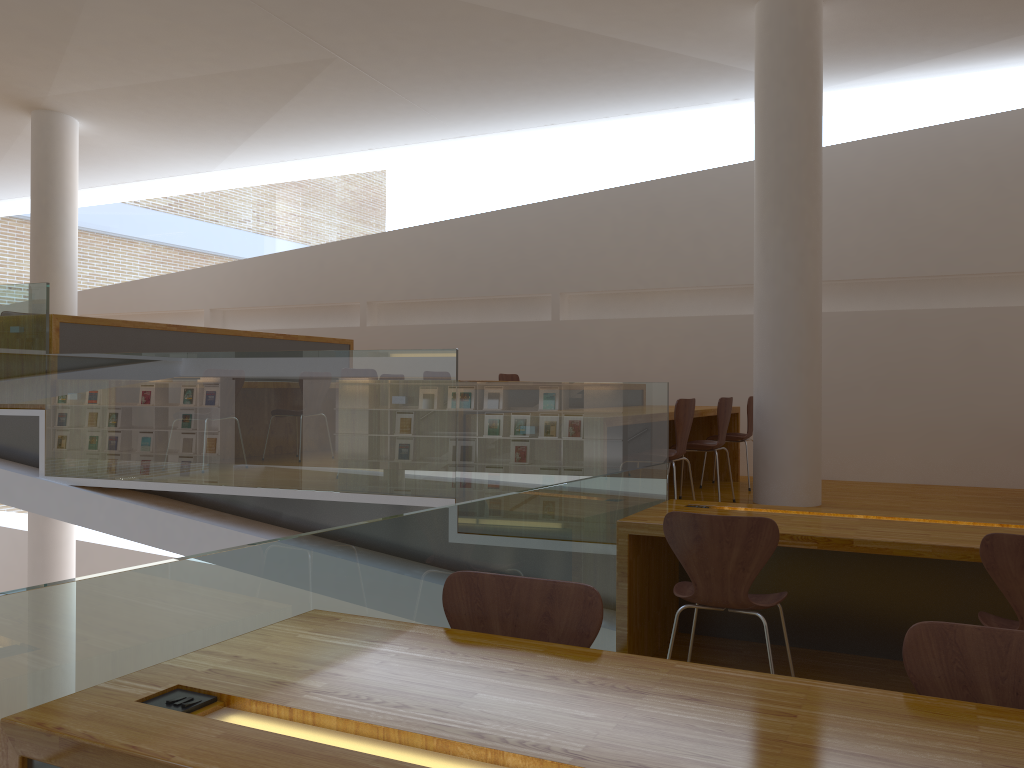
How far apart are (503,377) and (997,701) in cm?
602

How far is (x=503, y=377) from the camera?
7.5 meters

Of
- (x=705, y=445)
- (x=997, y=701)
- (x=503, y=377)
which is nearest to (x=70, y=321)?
(x=503, y=377)

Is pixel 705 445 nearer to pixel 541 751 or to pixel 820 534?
pixel 820 534

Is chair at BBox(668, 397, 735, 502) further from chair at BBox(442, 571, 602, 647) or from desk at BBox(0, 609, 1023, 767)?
desk at BBox(0, 609, 1023, 767)

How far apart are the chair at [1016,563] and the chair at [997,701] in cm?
119

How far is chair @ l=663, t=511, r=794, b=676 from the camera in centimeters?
293cm

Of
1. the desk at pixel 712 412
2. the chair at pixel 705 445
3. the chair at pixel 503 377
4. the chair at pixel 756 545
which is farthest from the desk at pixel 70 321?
the chair at pixel 756 545

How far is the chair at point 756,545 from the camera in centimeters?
293cm

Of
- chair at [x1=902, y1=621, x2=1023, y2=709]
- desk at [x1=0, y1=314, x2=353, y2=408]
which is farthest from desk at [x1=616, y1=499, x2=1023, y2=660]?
desk at [x1=0, y1=314, x2=353, y2=408]
